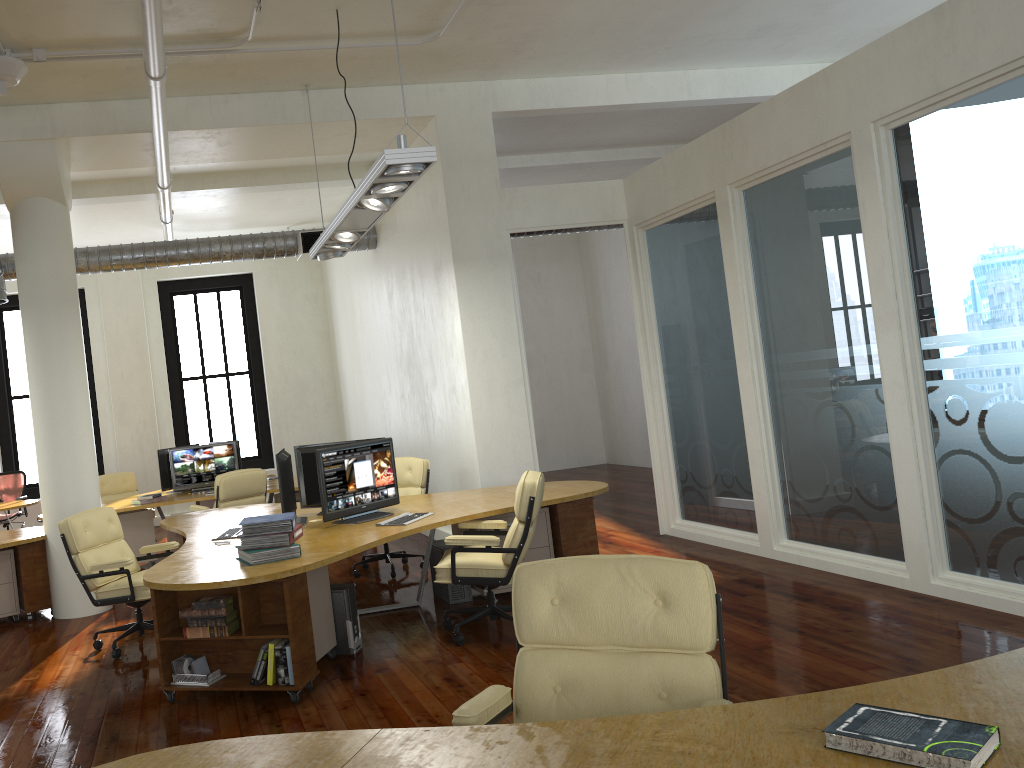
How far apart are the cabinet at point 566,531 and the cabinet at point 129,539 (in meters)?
4.33

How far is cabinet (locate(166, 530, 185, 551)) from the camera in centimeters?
765cm

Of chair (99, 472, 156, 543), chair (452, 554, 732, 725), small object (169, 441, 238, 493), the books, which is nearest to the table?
chair (99, 472, 156, 543)

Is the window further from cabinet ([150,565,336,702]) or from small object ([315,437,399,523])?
cabinet ([150,565,336,702])

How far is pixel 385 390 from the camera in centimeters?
1140cm

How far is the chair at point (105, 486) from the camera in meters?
11.7 m

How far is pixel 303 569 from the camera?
4.8m

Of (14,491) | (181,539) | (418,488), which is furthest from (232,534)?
(14,491)

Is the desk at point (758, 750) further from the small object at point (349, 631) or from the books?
the small object at point (349, 631)

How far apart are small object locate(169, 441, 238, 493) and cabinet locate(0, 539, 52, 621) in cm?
273
